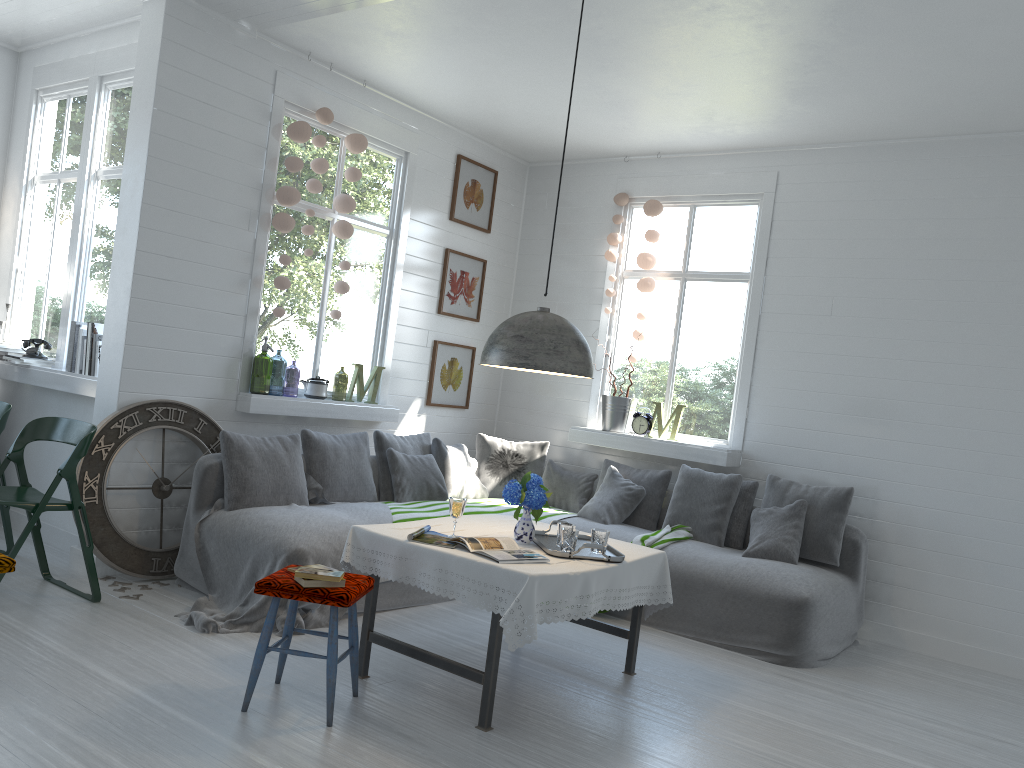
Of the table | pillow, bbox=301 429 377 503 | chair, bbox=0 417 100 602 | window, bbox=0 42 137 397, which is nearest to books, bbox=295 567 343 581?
the table

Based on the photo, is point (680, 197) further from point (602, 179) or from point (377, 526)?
point (377, 526)

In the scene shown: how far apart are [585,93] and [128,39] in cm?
321

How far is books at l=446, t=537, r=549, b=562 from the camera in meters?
4.0

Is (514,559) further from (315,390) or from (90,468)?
(315,390)

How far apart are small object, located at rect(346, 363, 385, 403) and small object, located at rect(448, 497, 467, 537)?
2.9m

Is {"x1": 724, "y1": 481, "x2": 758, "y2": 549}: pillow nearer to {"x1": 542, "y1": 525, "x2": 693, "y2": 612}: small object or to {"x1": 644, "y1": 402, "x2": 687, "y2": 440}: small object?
{"x1": 542, "y1": 525, "x2": 693, "y2": 612}: small object

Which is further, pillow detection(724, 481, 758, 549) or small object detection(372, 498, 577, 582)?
pillow detection(724, 481, 758, 549)

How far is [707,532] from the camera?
6.5m

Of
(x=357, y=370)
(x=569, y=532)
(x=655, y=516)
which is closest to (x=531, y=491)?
(x=569, y=532)
